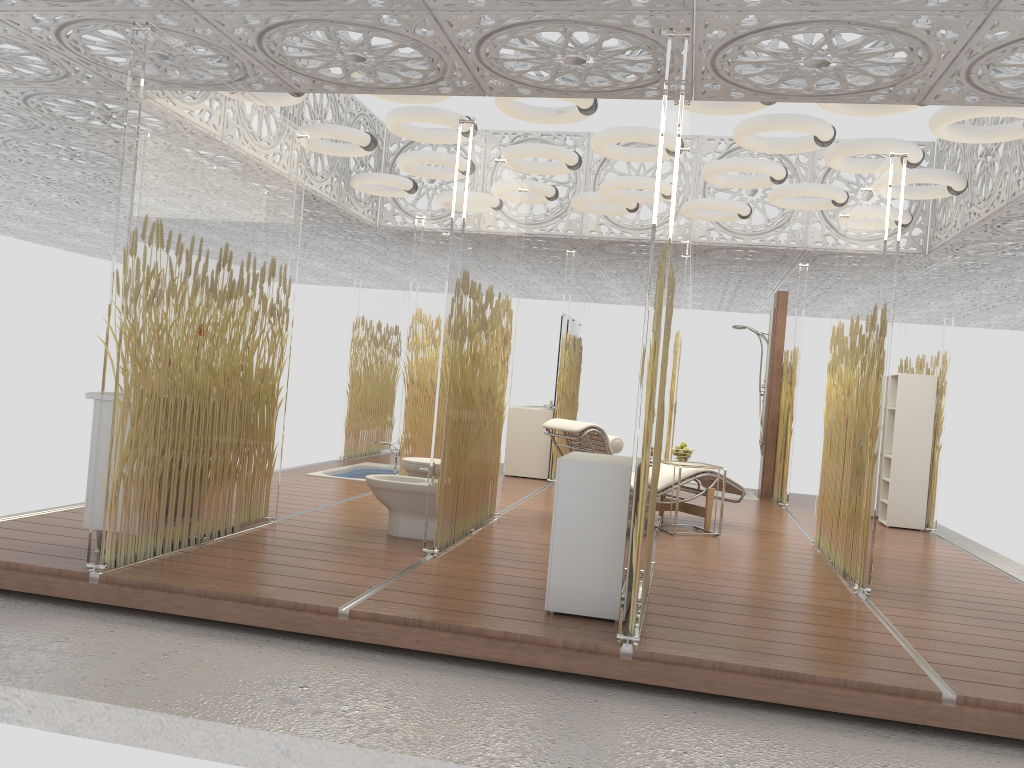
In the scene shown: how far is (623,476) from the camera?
4.1m

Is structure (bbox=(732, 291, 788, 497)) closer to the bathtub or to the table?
the table

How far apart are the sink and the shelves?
7.0 meters

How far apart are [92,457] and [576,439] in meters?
3.5 m

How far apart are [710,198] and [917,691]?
6.34m

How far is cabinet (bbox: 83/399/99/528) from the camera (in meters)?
4.59

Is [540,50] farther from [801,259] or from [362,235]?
[362,235]

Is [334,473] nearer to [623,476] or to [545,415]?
[545,415]

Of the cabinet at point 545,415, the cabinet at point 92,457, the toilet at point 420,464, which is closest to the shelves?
the cabinet at point 545,415

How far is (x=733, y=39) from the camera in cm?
425
